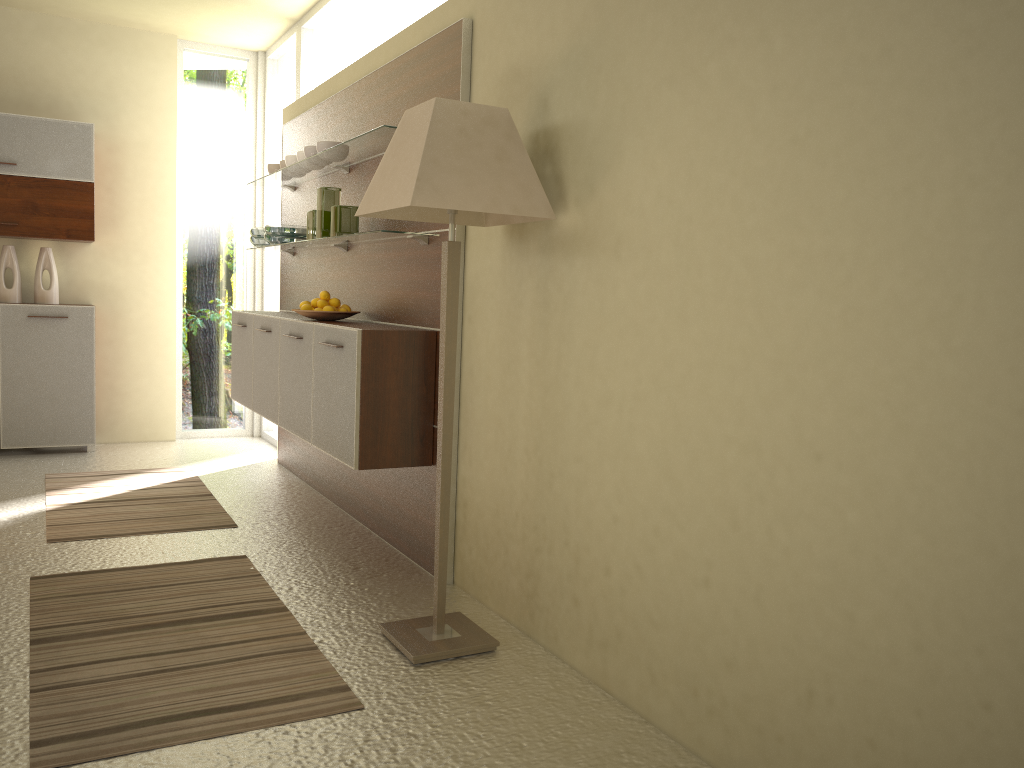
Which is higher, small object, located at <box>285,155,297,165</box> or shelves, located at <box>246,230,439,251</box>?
small object, located at <box>285,155,297,165</box>

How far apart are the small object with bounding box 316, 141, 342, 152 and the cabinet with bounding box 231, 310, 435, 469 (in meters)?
0.85

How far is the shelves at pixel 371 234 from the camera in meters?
3.7

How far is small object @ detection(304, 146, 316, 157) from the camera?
4.53m

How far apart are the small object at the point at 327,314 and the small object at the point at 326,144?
0.8 meters

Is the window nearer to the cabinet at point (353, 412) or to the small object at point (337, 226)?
the small object at point (337, 226)

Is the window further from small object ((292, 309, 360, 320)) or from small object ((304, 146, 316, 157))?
small object ((292, 309, 360, 320))

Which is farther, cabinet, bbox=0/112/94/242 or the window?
cabinet, bbox=0/112/94/242

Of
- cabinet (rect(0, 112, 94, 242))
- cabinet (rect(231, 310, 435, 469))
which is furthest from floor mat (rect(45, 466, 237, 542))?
cabinet (rect(0, 112, 94, 242))

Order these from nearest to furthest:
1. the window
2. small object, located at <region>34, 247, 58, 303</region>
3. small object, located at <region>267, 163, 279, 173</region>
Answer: small object, located at <region>267, 163, 279, 173</region>, the window, small object, located at <region>34, 247, 58, 303</region>
